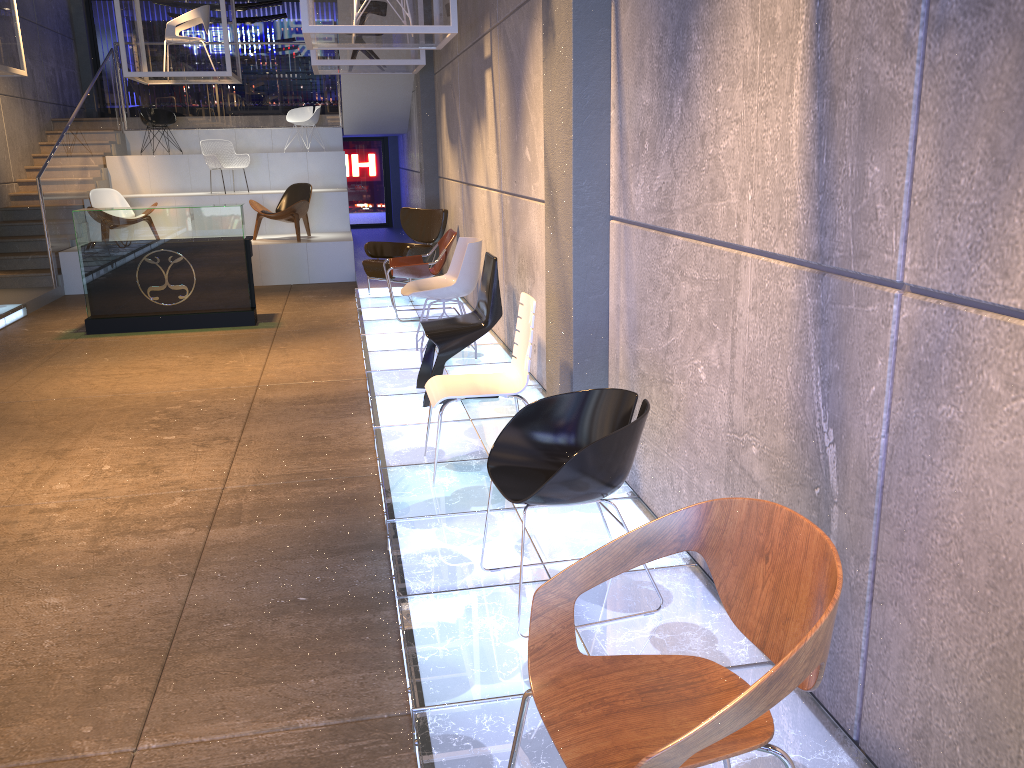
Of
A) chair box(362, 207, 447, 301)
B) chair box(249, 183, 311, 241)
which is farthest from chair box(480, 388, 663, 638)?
chair box(249, 183, 311, 241)

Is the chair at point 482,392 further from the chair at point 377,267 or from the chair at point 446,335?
the chair at point 377,267

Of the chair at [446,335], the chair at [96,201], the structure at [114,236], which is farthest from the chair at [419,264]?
the chair at [96,201]

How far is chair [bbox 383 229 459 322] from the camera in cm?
822

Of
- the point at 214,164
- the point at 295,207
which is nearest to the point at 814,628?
the point at 295,207

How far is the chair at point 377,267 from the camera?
9.6m

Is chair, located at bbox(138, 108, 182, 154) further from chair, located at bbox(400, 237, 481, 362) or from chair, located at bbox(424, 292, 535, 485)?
chair, located at bbox(424, 292, 535, 485)

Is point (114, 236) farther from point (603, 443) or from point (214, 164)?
point (603, 443)

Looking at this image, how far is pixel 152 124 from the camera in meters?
14.5 m

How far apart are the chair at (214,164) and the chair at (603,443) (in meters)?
11.45
